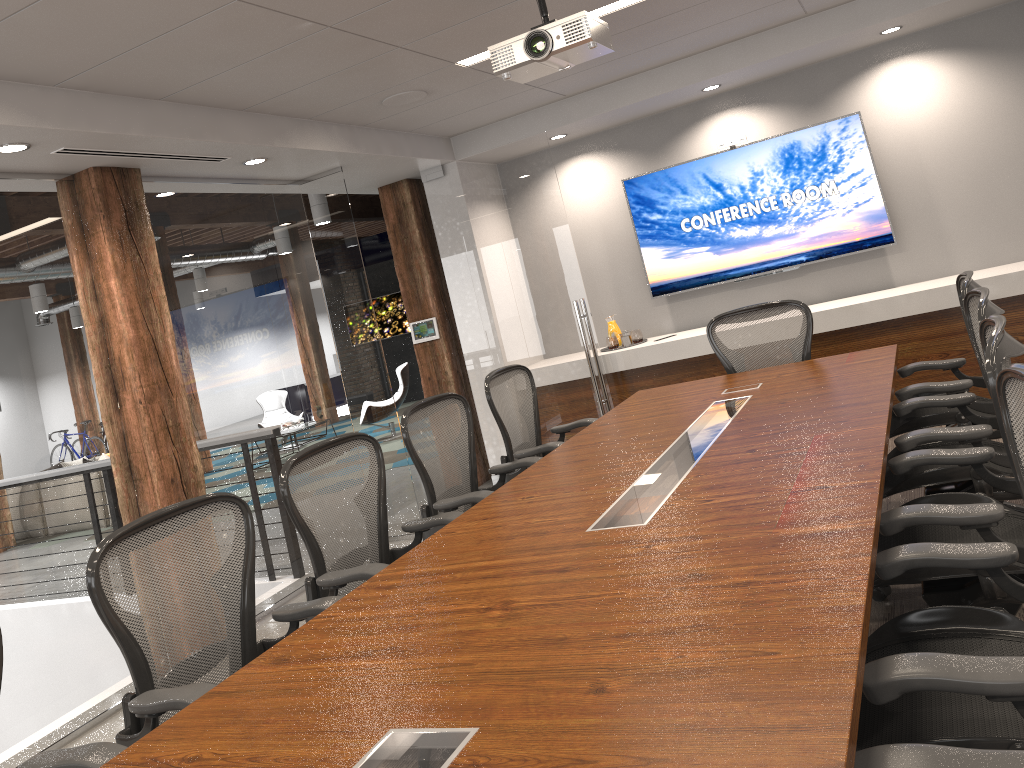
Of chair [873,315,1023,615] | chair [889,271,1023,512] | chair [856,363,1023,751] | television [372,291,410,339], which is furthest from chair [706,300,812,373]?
television [372,291,410,339]

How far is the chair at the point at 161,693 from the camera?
2.39m

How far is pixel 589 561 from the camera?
2.3 meters

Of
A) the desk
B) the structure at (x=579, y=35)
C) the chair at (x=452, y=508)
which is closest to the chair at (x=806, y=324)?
the desk

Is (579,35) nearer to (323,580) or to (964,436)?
(964,436)

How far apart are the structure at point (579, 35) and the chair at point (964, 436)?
1.70m

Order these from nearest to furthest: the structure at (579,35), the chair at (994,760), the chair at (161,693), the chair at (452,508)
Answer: the chair at (994,760)
the chair at (161,693)
the structure at (579,35)
the chair at (452,508)

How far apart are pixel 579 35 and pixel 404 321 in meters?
12.9

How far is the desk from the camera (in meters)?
1.48

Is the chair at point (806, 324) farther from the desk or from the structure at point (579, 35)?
the structure at point (579, 35)
